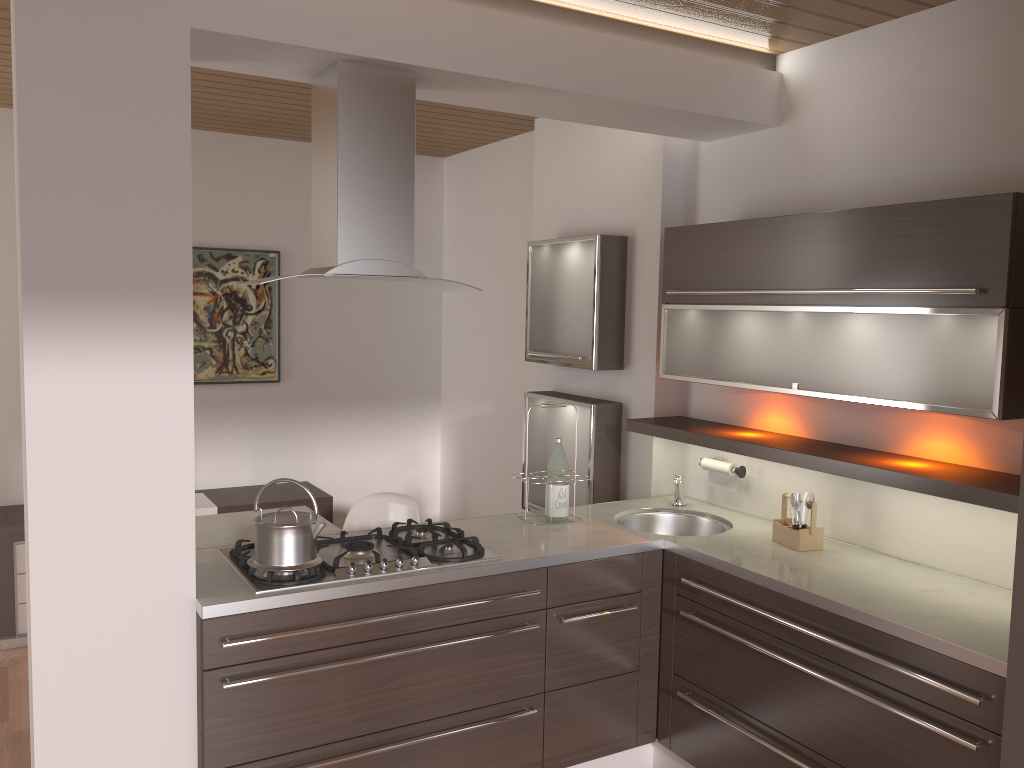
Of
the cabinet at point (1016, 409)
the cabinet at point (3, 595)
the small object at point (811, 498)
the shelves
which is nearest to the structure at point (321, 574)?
the cabinet at point (1016, 409)

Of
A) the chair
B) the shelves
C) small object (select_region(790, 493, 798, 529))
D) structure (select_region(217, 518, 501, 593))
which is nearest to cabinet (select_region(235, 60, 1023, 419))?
the shelves

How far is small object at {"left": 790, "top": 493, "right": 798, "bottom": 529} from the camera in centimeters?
305cm

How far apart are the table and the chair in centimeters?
28cm

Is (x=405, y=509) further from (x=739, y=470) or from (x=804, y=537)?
(x=804, y=537)

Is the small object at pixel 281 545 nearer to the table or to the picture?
the table

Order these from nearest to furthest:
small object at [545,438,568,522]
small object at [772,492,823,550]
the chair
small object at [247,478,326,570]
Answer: small object at [247,478,326,570], small object at [772,492,823,550], small object at [545,438,568,522], the chair

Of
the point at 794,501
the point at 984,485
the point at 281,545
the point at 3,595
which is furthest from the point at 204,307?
the point at 984,485

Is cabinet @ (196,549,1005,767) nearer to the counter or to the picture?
the counter

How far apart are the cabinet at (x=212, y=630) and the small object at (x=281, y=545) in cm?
13
